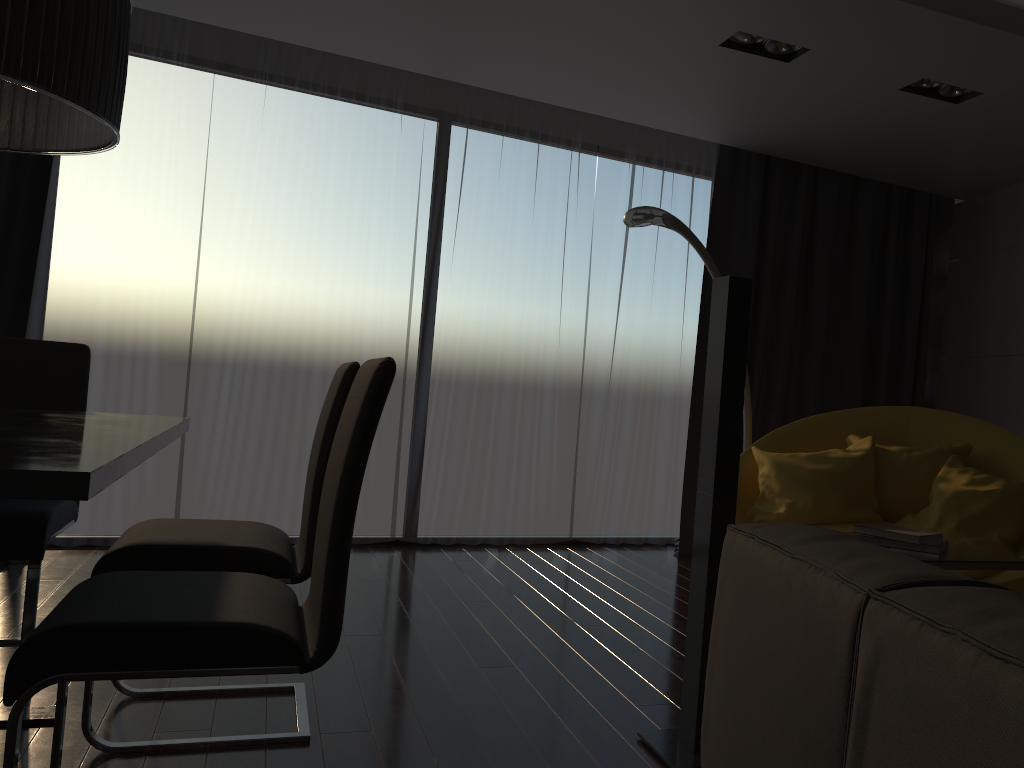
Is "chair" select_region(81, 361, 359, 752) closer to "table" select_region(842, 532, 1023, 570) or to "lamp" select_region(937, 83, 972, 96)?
"table" select_region(842, 532, 1023, 570)

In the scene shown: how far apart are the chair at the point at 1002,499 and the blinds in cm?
95

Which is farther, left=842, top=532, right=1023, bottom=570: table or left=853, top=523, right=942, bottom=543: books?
left=853, top=523, right=942, bottom=543: books

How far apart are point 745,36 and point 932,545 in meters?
2.3

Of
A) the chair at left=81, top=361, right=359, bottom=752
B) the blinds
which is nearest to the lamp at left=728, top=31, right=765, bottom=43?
the blinds

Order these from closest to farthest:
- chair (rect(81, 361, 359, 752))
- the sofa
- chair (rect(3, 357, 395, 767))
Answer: the sofa → chair (rect(3, 357, 395, 767)) → chair (rect(81, 361, 359, 752))

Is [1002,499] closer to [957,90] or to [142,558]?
[957,90]

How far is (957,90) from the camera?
4.02m

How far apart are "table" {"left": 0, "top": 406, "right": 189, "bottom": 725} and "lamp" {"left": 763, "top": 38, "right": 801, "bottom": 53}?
2.8m

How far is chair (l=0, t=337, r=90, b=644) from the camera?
2.5 meters
